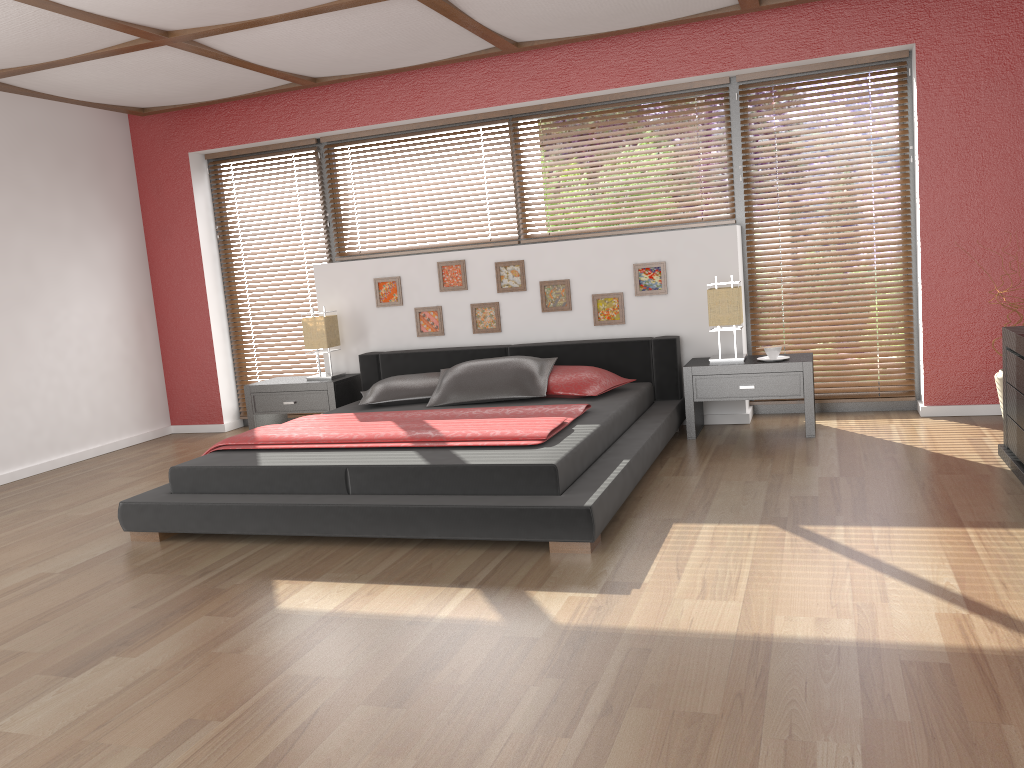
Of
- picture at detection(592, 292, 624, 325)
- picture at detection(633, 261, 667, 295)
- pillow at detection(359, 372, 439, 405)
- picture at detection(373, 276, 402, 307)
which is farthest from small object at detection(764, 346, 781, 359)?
picture at detection(373, 276, 402, 307)

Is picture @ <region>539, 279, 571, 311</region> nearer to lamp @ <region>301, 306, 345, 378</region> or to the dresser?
lamp @ <region>301, 306, 345, 378</region>

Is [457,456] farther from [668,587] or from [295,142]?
[295,142]

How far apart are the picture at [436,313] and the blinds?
1.1m

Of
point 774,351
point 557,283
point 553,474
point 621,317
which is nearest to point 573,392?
point 621,317

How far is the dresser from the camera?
3.8 meters

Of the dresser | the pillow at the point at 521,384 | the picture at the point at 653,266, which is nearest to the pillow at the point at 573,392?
the pillow at the point at 521,384

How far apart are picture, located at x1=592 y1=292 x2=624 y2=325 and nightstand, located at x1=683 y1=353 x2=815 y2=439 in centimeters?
56cm

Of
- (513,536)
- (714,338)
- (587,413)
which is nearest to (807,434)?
(714,338)

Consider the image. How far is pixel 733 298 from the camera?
5.0m
